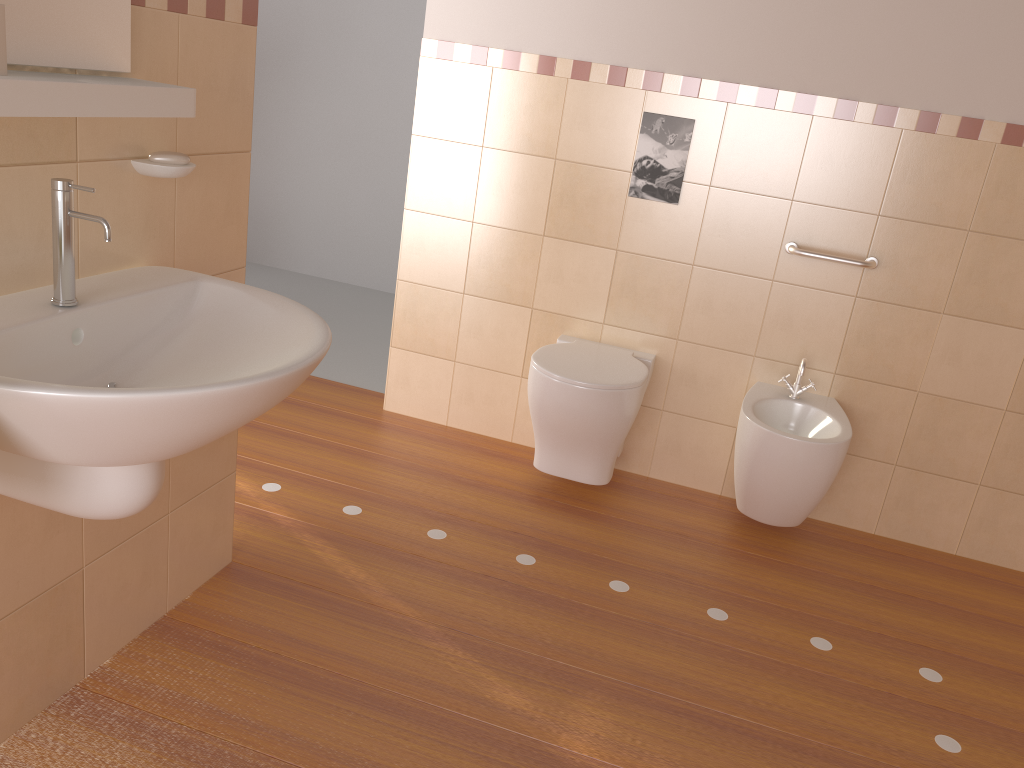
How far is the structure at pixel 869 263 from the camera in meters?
2.8 m

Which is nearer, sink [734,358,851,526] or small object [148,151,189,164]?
small object [148,151,189,164]

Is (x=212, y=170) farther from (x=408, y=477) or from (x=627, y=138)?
(x=627, y=138)

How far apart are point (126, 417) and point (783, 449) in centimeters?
194cm

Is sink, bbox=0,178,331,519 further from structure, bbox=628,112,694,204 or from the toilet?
structure, bbox=628,112,694,204

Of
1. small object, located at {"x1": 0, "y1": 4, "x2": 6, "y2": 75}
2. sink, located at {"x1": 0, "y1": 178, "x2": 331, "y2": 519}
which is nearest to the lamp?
sink, located at {"x1": 0, "y1": 178, "x2": 331, "y2": 519}

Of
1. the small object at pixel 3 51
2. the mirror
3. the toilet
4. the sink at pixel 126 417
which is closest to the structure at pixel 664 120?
the toilet

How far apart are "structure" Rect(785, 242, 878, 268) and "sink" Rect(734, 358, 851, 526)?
0.34m

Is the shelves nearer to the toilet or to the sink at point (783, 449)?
the toilet

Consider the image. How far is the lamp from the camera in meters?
2.1 m
